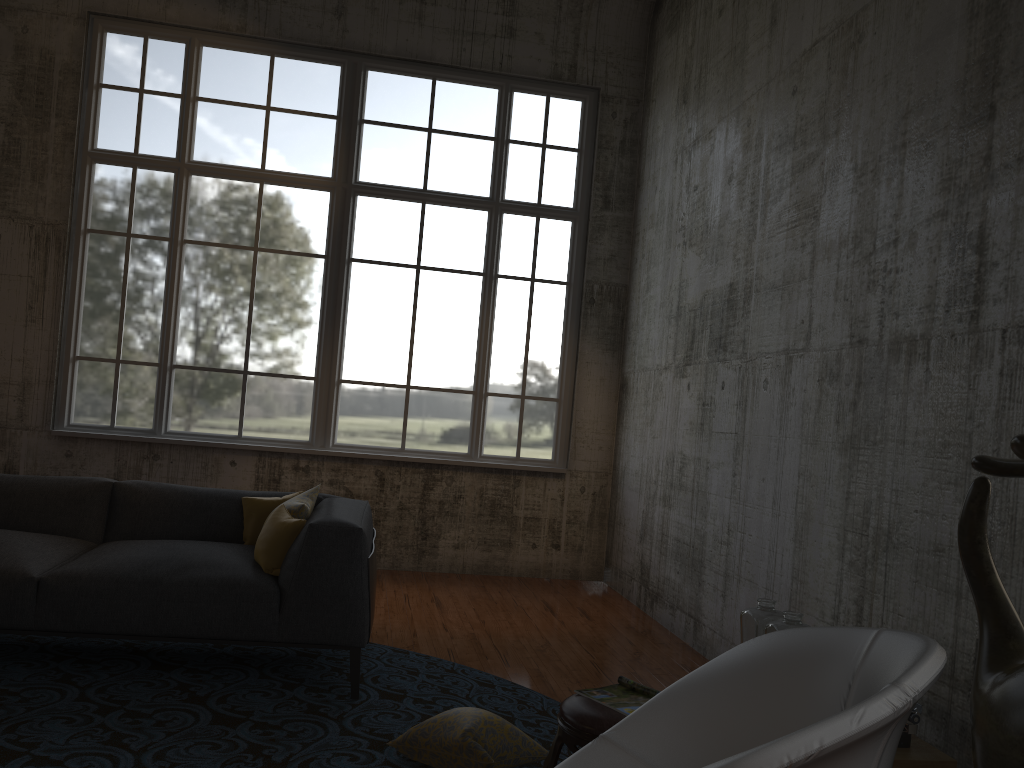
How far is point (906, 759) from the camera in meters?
2.9 m

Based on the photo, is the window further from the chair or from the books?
→ the chair

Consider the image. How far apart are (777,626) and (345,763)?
1.7 meters

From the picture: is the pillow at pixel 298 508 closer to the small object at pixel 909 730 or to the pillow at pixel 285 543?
the pillow at pixel 285 543

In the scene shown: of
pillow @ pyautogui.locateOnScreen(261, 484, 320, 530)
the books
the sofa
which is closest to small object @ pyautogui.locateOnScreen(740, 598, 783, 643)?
the books

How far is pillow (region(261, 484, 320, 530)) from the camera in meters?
4.4

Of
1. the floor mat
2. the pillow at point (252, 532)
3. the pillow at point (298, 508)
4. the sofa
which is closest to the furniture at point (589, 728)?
the floor mat

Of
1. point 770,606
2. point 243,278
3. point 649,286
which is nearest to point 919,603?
point 770,606

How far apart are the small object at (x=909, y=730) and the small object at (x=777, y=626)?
0.50m

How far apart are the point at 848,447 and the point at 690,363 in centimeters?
218cm
